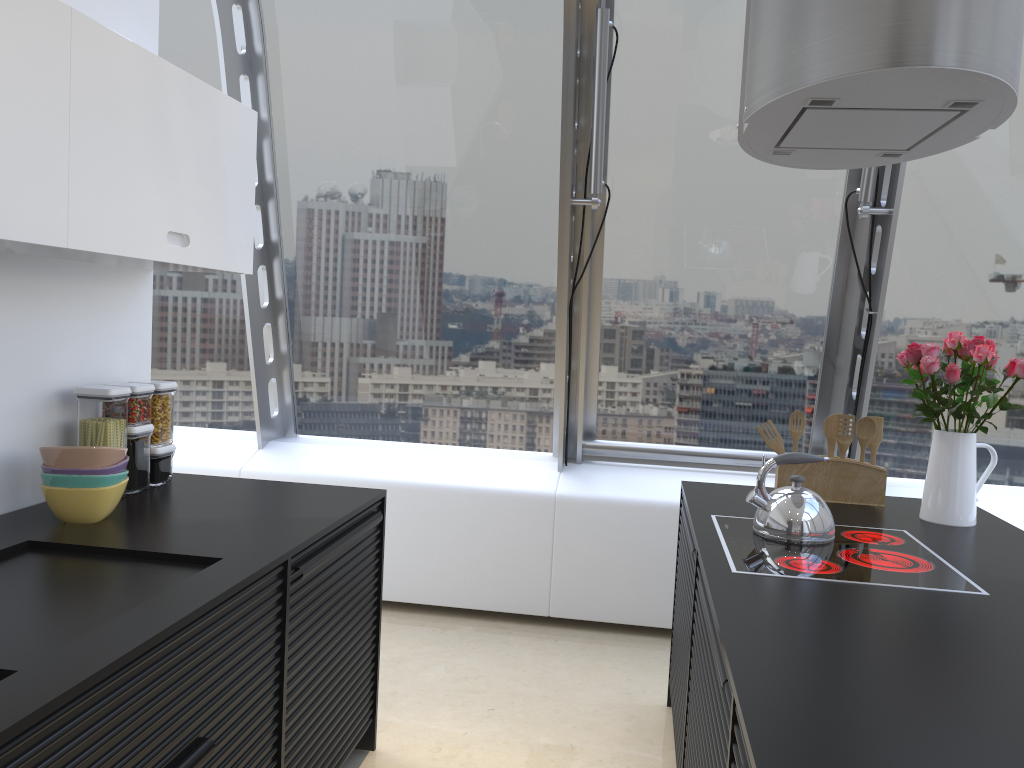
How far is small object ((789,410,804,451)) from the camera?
3.06m

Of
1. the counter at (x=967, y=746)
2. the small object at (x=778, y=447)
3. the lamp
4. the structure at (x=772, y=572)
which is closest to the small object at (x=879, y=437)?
the counter at (x=967, y=746)

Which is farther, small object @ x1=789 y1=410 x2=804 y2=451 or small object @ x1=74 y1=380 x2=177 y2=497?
small object @ x1=789 y1=410 x2=804 y2=451

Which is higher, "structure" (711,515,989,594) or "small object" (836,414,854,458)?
"small object" (836,414,854,458)

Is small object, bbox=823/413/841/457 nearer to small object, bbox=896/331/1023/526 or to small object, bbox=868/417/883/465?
small object, bbox=868/417/883/465

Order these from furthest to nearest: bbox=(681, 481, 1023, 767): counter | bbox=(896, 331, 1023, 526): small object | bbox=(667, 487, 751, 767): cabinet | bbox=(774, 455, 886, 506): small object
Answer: bbox=(774, 455, 886, 506): small object < bbox=(896, 331, 1023, 526): small object < bbox=(667, 487, 751, 767): cabinet < bbox=(681, 481, 1023, 767): counter

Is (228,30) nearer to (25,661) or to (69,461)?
(69,461)

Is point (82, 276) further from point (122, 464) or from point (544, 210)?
point (544, 210)

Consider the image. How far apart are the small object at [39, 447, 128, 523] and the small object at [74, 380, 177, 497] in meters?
0.2 m

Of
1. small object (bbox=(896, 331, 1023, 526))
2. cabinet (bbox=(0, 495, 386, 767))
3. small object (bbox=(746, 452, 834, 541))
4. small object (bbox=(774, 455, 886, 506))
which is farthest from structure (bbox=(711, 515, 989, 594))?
cabinet (bbox=(0, 495, 386, 767))
